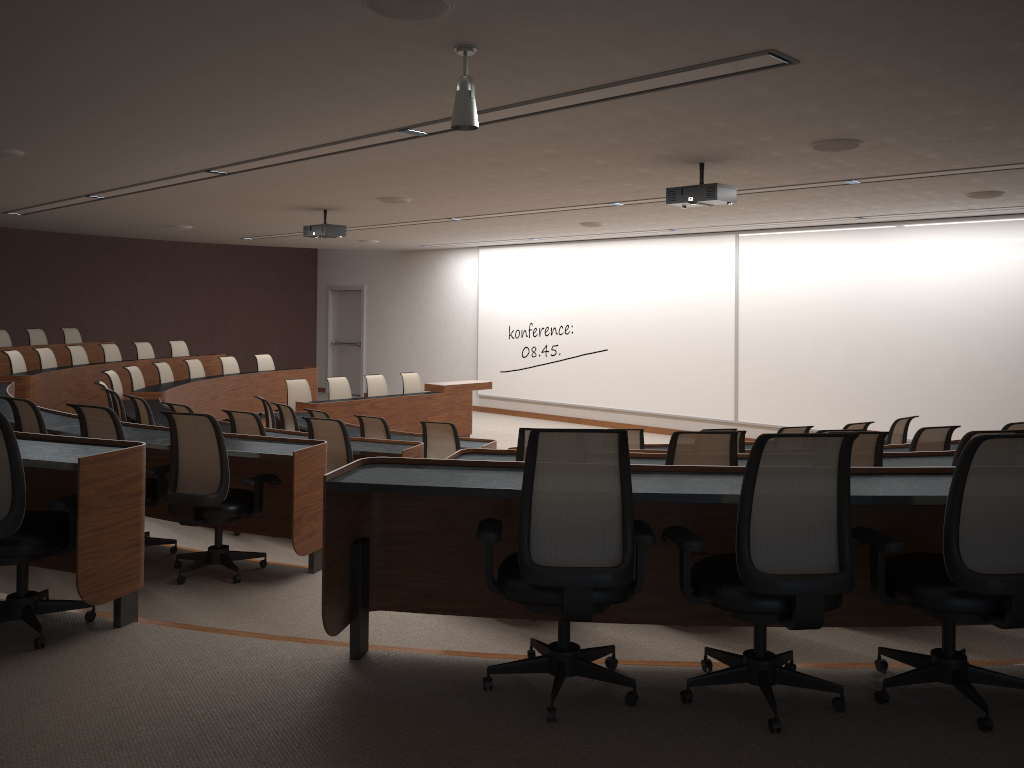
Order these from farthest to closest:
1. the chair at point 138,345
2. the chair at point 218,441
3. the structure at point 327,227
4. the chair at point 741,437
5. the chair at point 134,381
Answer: the chair at point 138,345 → the chair at point 134,381 → the structure at point 327,227 → the chair at point 741,437 → the chair at point 218,441

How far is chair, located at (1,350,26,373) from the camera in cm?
1076

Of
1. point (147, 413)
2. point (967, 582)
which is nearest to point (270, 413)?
point (147, 413)

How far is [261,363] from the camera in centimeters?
1409cm

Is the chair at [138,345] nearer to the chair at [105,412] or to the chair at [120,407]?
the chair at [120,407]

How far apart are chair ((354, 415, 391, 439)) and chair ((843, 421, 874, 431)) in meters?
4.3 m

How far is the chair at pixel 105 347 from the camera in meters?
12.9 m

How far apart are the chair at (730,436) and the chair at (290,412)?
5.4 meters

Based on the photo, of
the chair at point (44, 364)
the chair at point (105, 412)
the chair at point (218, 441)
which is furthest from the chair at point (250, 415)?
the chair at point (44, 364)

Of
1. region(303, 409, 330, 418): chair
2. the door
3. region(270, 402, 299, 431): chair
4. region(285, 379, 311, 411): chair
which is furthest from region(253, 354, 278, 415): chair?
region(303, 409, 330, 418): chair
